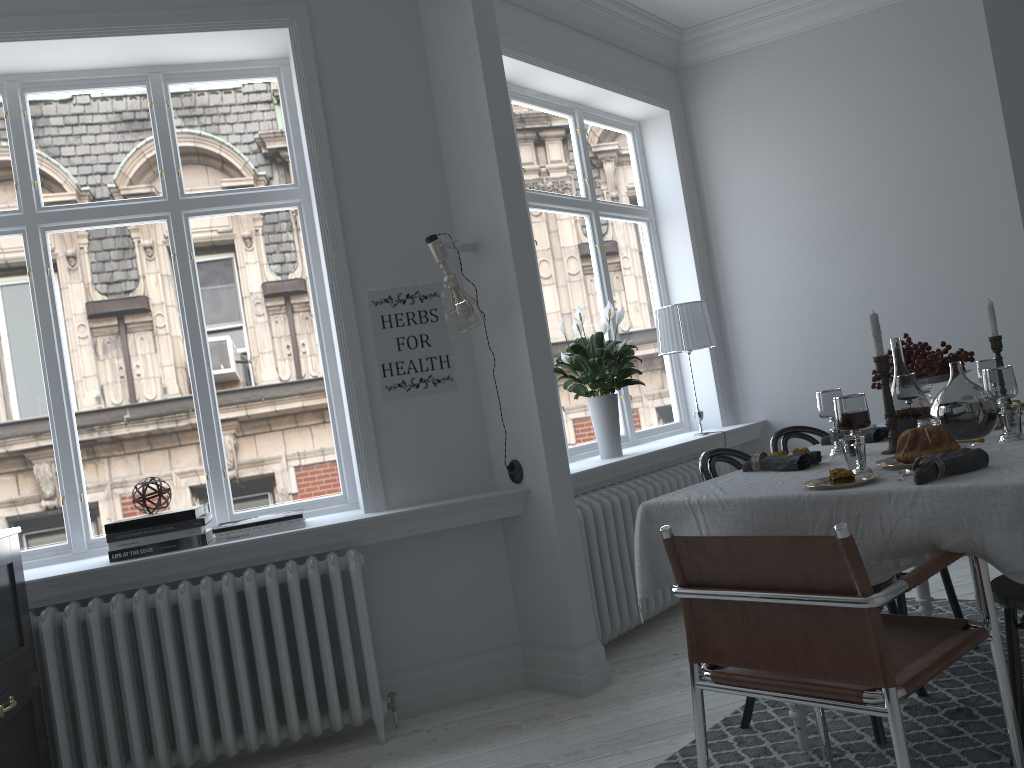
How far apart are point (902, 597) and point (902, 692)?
1.50m

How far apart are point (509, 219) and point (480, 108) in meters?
0.5 m

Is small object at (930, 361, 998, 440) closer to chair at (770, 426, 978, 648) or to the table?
the table

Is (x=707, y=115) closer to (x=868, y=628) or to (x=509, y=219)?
(x=509, y=219)

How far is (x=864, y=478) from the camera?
2.2m

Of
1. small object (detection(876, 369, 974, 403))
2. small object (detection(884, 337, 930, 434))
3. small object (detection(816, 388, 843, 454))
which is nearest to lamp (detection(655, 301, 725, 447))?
small object (detection(876, 369, 974, 403))

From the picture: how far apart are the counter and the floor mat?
2.2m

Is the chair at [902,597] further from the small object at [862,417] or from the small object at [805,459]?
the small object at [862,417]

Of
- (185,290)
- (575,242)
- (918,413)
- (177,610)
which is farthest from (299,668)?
(575,242)

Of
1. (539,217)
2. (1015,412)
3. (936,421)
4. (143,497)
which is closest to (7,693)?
(143,497)
